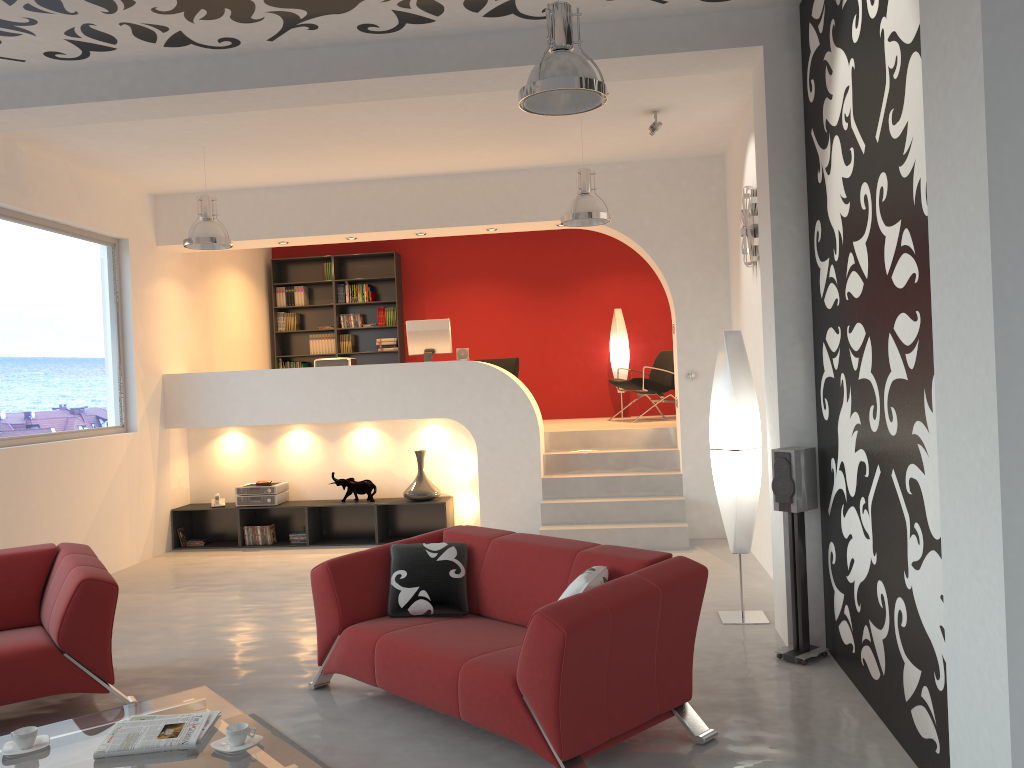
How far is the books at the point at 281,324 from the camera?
11.5m

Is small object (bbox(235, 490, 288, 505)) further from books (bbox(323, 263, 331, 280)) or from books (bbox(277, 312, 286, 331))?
books (bbox(323, 263, 331, 280))

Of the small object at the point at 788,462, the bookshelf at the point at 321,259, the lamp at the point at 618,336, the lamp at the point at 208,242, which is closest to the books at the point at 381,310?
the bookshelf at the point at 321,259

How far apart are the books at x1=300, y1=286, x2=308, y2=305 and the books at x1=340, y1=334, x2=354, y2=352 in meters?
0.7

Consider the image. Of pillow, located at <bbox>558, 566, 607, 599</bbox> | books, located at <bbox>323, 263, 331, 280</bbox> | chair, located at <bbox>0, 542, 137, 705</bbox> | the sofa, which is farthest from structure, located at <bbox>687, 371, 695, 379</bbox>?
books, located at <bbox>323, 263, 331, 280</bbox>

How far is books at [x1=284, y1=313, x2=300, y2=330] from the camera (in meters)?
11.47

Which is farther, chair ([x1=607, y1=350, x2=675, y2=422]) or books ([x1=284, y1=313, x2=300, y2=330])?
books ([x1=284, y1=313, x2=300, y2=330])

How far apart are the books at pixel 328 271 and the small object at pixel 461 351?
3.15m

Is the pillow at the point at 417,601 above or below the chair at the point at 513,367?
below

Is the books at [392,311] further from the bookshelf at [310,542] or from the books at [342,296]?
the bookshelf at [310,542]
